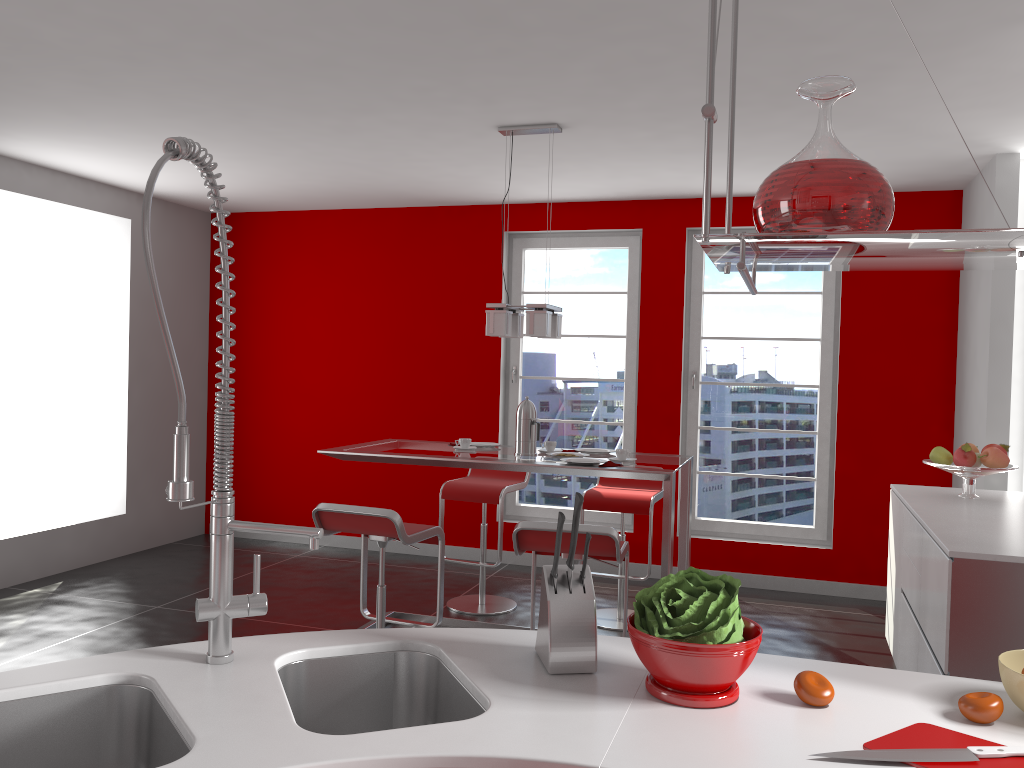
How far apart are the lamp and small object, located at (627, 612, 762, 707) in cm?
269

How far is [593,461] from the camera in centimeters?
407cm

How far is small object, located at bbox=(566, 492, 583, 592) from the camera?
1.6 meters

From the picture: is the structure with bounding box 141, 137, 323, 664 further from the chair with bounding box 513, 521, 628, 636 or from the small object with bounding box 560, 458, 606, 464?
the small object with bounding box 560, 458, 606, 464

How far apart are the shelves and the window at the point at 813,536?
4.5 meters

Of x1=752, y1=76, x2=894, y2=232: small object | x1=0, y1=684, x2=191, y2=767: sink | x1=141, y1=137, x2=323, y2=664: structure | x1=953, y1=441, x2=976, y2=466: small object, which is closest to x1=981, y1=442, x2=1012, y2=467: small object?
x1=953, y1=441, x2=976, y2=466: small object

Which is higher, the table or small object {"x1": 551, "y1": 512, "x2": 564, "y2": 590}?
small object {"x1": 551, "y1": 512, "x2": 564, "y2": 590}

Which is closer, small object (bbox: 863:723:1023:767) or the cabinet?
small object (bbox: 863:723:1023:767)

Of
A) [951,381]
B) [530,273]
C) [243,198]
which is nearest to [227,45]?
[243,198]

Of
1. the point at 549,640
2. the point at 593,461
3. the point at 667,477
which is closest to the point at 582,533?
the point at 667,477
